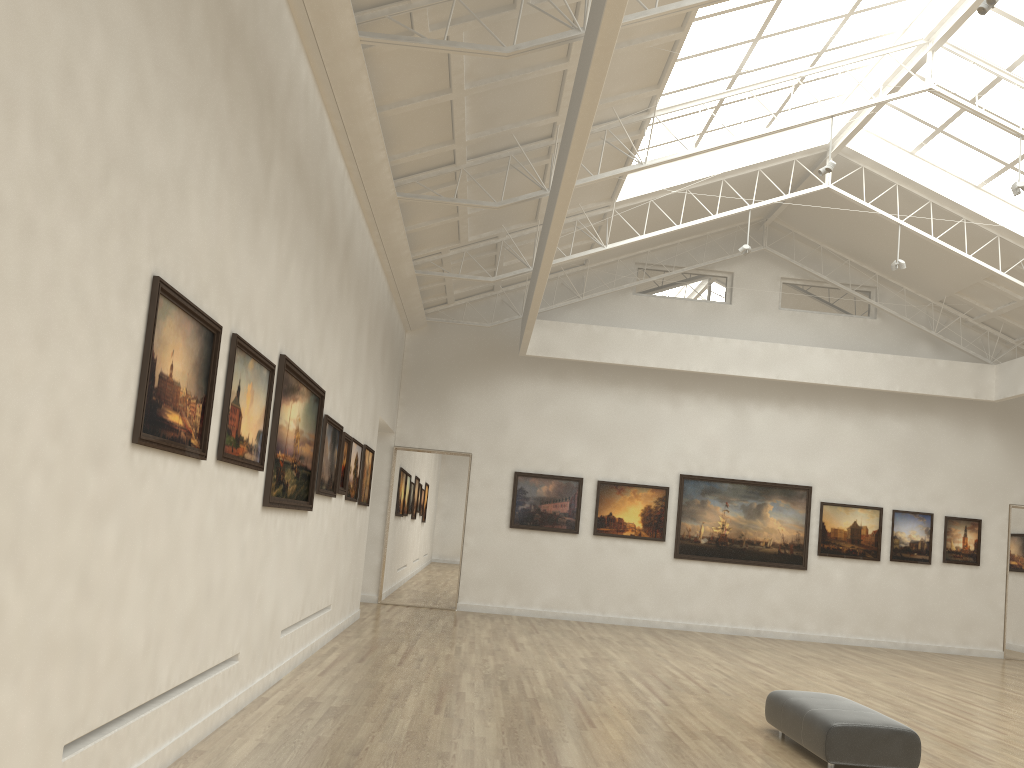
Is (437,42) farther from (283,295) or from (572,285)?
(572,285)
